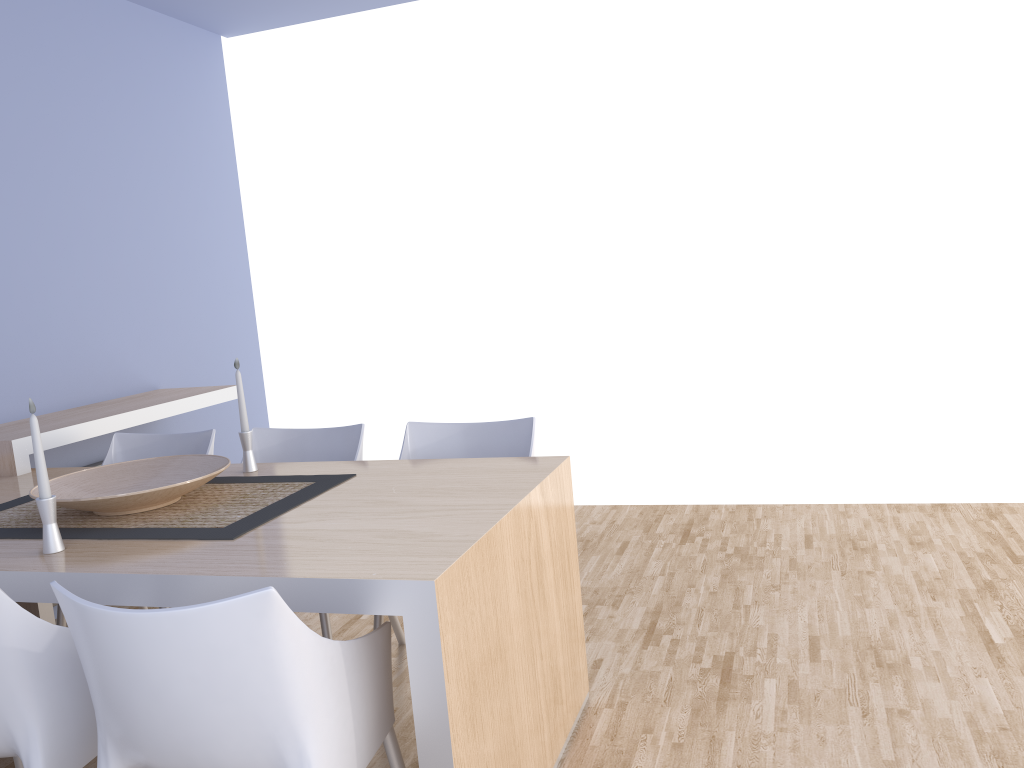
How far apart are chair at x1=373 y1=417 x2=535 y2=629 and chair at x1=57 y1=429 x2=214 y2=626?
0.7 meters

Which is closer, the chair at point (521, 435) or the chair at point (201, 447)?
the chair at point (521, 435)

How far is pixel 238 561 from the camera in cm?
178

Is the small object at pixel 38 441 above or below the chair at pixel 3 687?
above

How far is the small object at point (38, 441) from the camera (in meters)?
1.95

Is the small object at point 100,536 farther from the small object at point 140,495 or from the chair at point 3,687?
the chair at point 3,687

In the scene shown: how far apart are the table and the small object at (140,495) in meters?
0.1

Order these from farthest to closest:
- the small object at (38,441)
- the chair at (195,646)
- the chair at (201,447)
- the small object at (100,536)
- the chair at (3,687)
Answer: the chair at (201,447)
the small object at (100,536)
the small object at (38,441)
the chair at (3,687)
the chair at (195,646)

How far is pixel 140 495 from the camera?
2.1m

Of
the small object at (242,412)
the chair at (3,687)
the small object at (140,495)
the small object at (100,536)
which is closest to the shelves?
the small object at (100,536)
